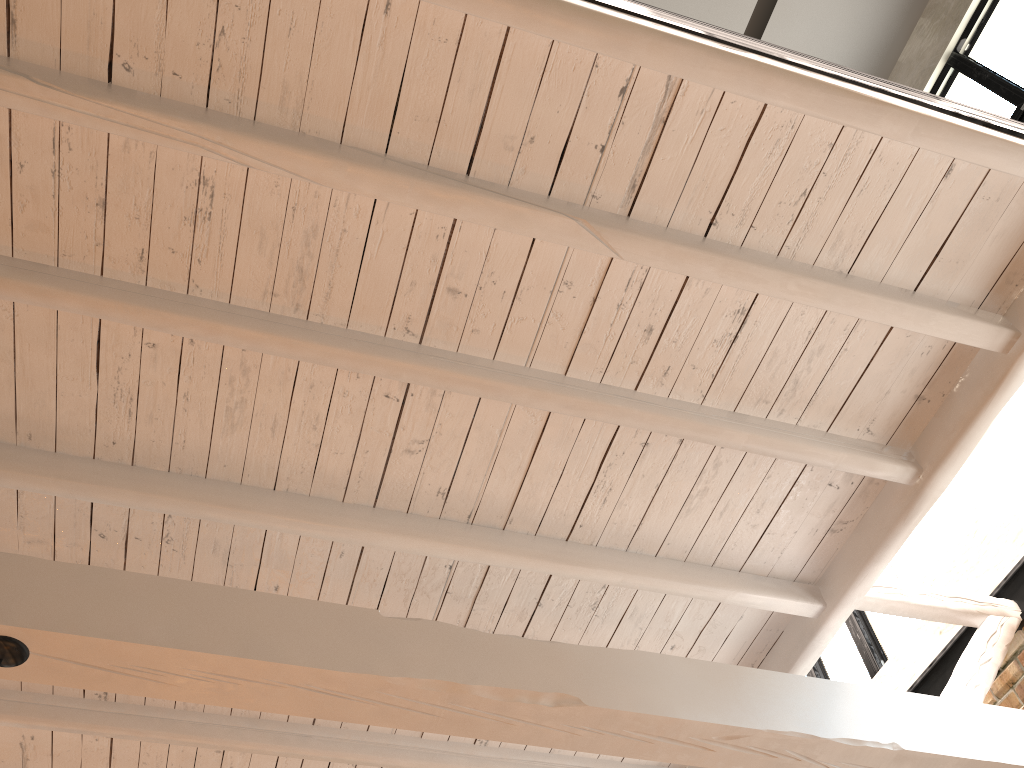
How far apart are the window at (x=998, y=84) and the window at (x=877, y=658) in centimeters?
268cm

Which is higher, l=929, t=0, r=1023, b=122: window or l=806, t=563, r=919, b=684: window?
l=929, t=0, r=1023, b=122: window

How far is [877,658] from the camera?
5.2m

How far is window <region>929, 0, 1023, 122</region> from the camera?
5.1m

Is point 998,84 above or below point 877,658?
above

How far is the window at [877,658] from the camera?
5.19m

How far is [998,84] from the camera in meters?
5.1

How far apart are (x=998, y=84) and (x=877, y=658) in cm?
342

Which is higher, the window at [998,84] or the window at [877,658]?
the window at [998,84]

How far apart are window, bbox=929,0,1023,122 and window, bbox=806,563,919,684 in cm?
268
